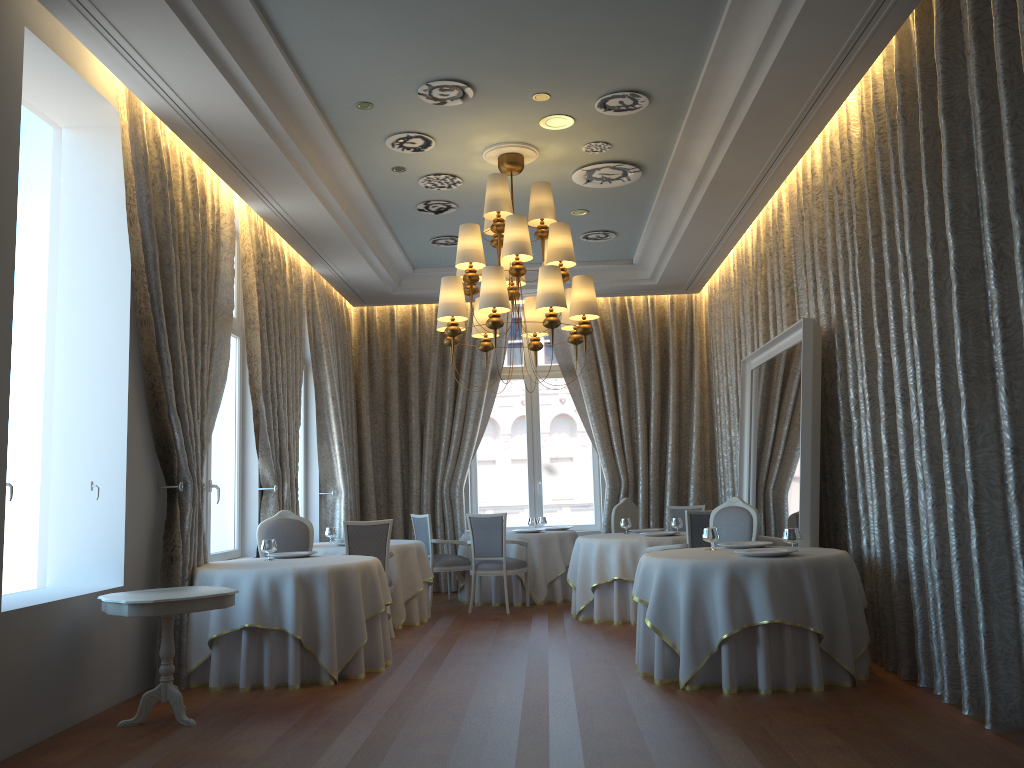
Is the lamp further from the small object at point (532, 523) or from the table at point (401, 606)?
the small object at point (532, 523)

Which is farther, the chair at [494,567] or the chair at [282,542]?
the chair at [494,567]

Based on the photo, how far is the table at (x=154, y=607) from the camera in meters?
5.1

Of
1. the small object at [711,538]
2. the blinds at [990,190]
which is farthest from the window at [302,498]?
the blinds at [990,190]

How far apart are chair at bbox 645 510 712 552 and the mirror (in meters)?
0.53

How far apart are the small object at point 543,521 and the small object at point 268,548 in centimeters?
510cm

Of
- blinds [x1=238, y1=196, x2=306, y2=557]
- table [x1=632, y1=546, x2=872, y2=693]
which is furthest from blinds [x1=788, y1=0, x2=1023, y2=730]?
blinds [x1=238, y1=196, x2=306, y2=557]

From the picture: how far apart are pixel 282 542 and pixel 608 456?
5.40m

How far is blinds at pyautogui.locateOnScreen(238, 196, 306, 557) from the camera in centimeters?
860cm

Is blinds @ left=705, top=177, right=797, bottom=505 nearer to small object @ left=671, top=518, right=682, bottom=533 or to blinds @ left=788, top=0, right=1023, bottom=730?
blinds @ left=788, top=0, right=1023, bottom=730
